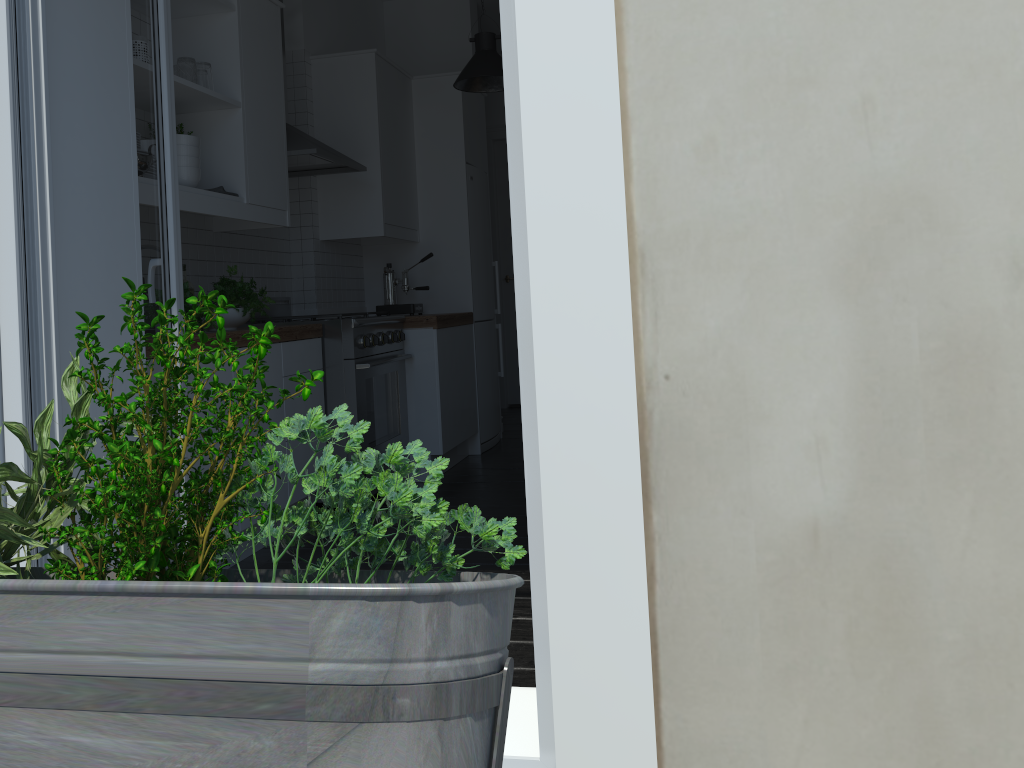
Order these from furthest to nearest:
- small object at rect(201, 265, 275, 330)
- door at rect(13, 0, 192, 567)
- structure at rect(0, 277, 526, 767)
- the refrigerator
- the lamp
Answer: the refrigerator → the lamp → small object at rect(201, 265, 275, 330) → door at rect(13, 0, 192, 567) → structure at rect(0, 277, 526, 767)

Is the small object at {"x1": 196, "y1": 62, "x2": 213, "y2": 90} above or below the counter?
above

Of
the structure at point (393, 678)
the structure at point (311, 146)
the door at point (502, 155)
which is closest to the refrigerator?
the structure at point (311, 146)

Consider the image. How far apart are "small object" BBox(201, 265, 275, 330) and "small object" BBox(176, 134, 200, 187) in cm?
40

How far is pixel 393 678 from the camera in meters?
0.5 m

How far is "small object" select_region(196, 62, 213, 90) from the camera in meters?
3.4

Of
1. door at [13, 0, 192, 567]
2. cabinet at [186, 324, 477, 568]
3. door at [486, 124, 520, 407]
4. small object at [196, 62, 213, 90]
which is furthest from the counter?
door at [486, 124, 520, 407]

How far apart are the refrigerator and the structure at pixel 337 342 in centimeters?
93cm

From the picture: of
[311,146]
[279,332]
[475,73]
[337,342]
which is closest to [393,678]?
[279,332]

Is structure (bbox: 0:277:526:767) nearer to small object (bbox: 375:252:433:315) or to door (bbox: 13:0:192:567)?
door (bbox: 13:0:192:567)
